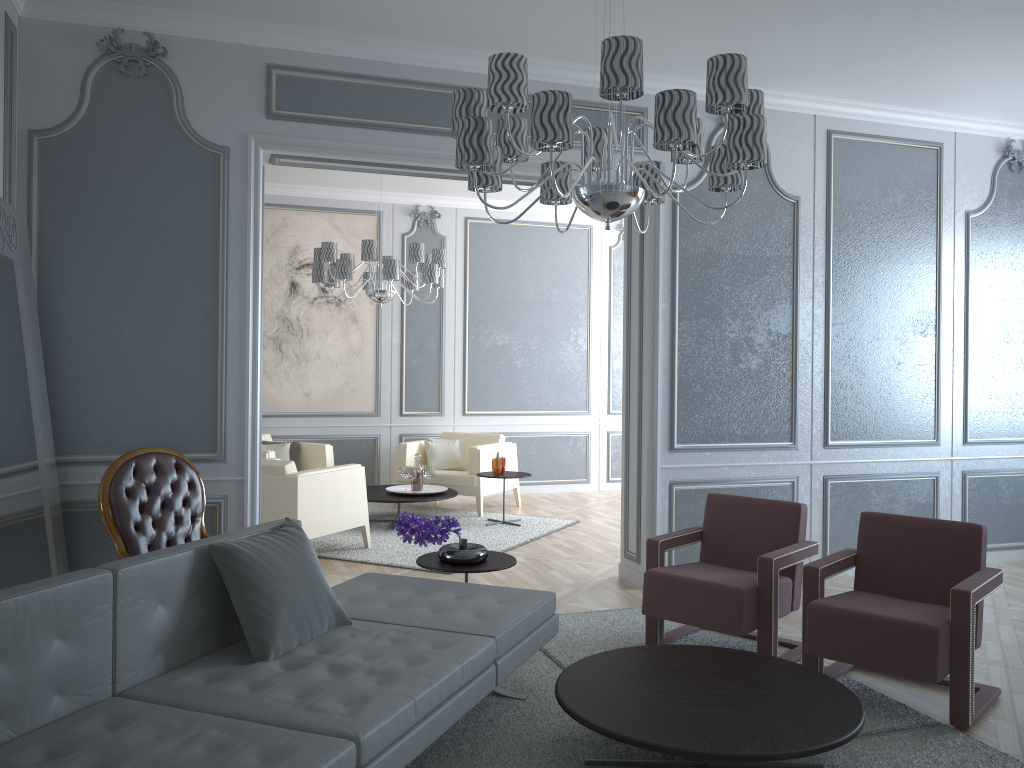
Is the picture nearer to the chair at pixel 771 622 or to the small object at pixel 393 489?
the small object at pixel 393 489

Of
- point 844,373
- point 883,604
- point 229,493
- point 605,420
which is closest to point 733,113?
point 883,604

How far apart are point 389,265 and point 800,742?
4.5 meters

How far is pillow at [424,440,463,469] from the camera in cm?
748

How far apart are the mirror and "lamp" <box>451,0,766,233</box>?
1.7 meters

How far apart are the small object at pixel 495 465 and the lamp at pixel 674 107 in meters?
3.6

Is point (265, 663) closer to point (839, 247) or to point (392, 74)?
point (392, 74)

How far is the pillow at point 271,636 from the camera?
2.46m

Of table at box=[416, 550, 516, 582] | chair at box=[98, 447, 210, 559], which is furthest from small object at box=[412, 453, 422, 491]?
table at box=[416, 550, 516, 582]

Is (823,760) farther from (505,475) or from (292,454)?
(292,454)
